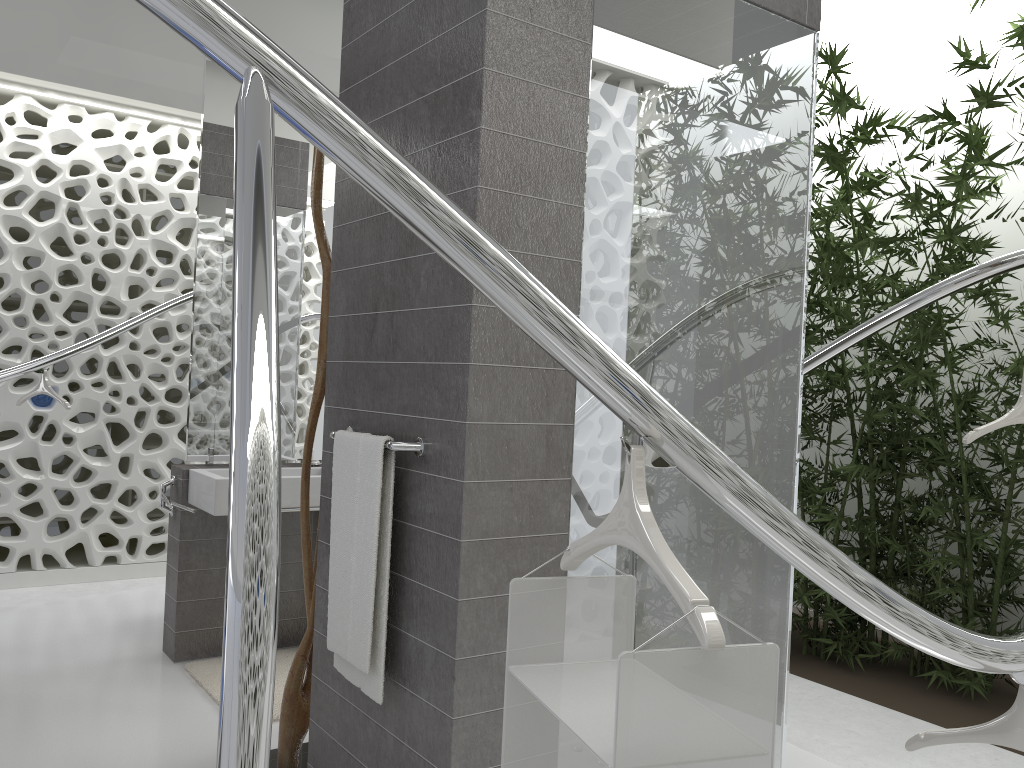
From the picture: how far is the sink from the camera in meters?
3.6

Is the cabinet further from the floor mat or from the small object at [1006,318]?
the small object at [1006,318]

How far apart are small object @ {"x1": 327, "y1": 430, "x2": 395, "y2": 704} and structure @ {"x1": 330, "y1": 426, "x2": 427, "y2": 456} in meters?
0.0

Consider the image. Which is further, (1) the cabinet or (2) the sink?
(1) the cabinet

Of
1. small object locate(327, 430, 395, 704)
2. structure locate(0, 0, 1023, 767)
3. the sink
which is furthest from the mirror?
small object locate(327, 430, 395, 704)

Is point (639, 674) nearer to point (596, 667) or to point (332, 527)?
point (596, 667)

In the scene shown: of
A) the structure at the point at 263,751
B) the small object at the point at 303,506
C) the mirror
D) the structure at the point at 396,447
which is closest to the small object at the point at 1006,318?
the structure at the point at 263,751

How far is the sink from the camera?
3.6 meters

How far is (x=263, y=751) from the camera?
0.7 meters

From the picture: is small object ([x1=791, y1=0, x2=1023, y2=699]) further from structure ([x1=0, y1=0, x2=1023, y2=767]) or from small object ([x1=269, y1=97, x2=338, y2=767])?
small object ([x1=269, y1=97, x2=338, y2=767])
